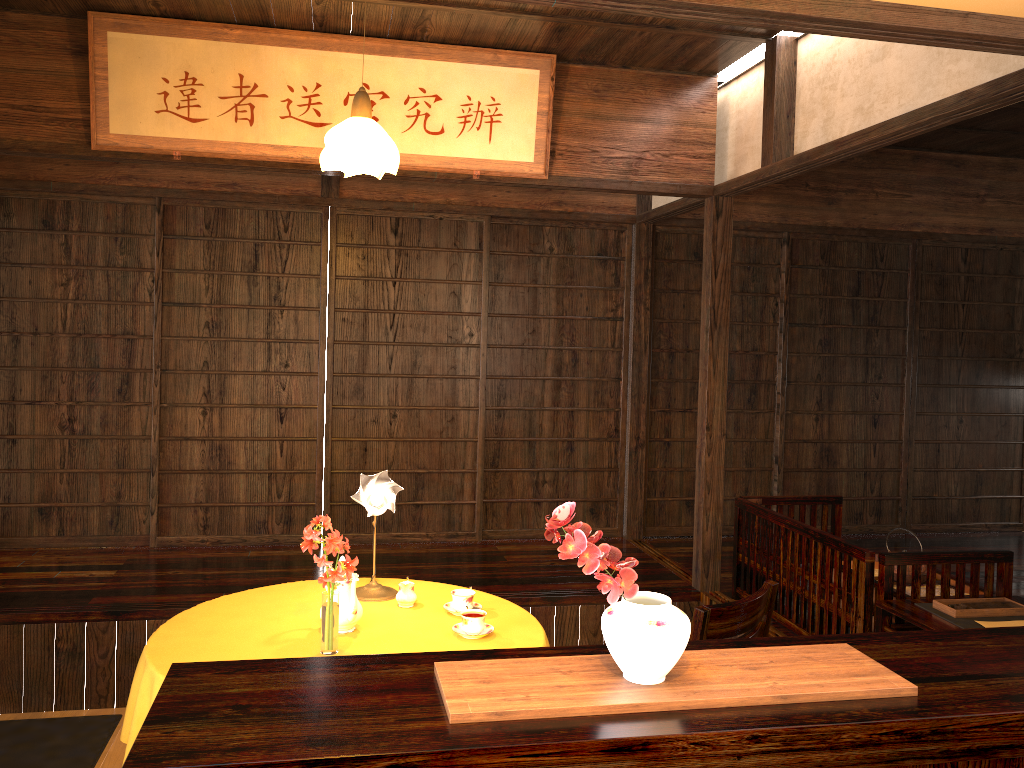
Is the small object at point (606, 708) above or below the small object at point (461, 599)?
above

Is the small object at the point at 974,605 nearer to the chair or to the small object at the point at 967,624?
the small object at the point at 967,624

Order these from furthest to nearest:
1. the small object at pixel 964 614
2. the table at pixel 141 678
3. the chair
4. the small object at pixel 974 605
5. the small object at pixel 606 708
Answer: the small object at pixel 974 605
the small object at pixel 964 614
the table at pixel 141 678
the chair
the small object at pixel 606 708

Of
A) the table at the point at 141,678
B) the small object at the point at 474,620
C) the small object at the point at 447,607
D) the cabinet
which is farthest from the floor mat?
the cabinet

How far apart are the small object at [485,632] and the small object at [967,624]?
1.6 meters

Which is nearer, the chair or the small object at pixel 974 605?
the chair

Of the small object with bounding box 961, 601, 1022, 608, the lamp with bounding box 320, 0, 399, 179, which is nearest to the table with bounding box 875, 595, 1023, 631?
the small object with bounding box 961, 601, 1022, 608

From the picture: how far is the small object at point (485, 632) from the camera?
3.02m

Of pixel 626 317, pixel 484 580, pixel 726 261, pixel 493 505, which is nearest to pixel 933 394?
pixel 626 317

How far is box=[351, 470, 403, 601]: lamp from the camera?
3.3 meters
